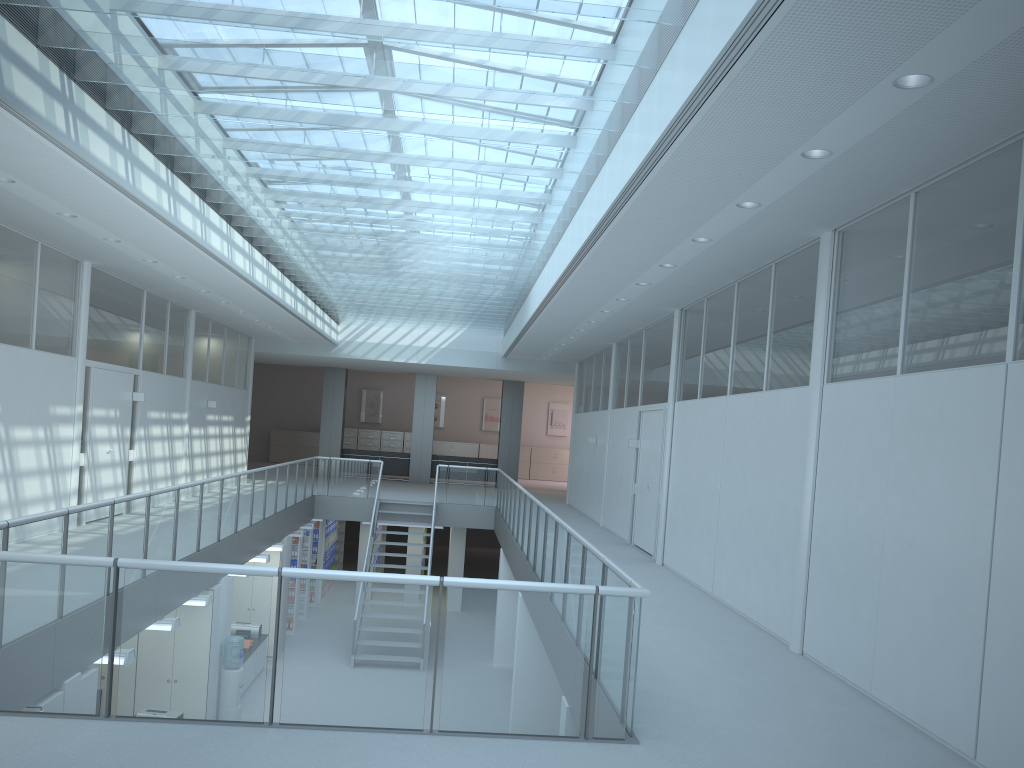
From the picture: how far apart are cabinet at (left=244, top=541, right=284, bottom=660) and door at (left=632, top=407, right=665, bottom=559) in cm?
542

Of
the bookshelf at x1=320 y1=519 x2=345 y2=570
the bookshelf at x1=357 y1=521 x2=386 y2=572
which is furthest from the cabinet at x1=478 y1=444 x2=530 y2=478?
the bookshelf at x1=357 y1=521 x2=386 y2=572

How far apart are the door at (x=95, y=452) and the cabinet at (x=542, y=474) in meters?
17.6 m

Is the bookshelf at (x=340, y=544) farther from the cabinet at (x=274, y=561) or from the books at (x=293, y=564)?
the cabinet at (x=274, y=561)

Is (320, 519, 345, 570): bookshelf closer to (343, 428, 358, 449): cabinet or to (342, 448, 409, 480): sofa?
(342, 448, 409, 480): sofa

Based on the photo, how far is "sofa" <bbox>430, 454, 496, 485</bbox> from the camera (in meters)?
23.13

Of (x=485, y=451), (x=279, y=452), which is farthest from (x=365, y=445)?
(x=485, y=451)

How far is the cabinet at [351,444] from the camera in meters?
27.6 m

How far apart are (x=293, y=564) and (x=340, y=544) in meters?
5.7

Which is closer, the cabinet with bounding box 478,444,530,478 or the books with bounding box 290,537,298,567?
the books with bounding box 290,537,298,567
